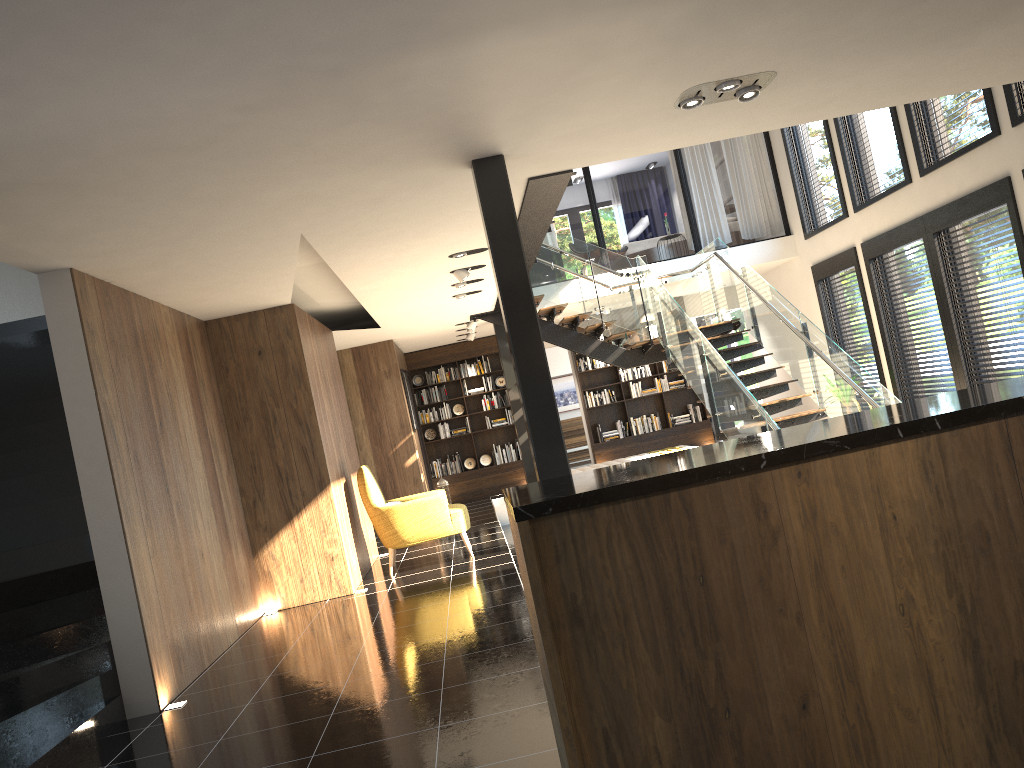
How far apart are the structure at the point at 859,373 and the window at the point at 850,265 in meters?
1.6

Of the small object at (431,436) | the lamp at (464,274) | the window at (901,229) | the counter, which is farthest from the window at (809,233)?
the counter

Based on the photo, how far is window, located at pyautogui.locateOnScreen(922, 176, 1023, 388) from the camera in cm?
827

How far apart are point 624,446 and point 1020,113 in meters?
8.6

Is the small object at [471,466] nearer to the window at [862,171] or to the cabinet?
the window at [862,171]

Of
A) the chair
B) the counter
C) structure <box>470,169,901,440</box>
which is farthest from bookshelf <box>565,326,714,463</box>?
the counter

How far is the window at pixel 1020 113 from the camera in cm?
776

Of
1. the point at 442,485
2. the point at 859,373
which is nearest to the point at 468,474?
the point at 442,485

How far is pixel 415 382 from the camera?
15.2m

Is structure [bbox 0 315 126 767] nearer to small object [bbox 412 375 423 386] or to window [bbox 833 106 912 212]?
small object [bbox 412 375 423 386]
